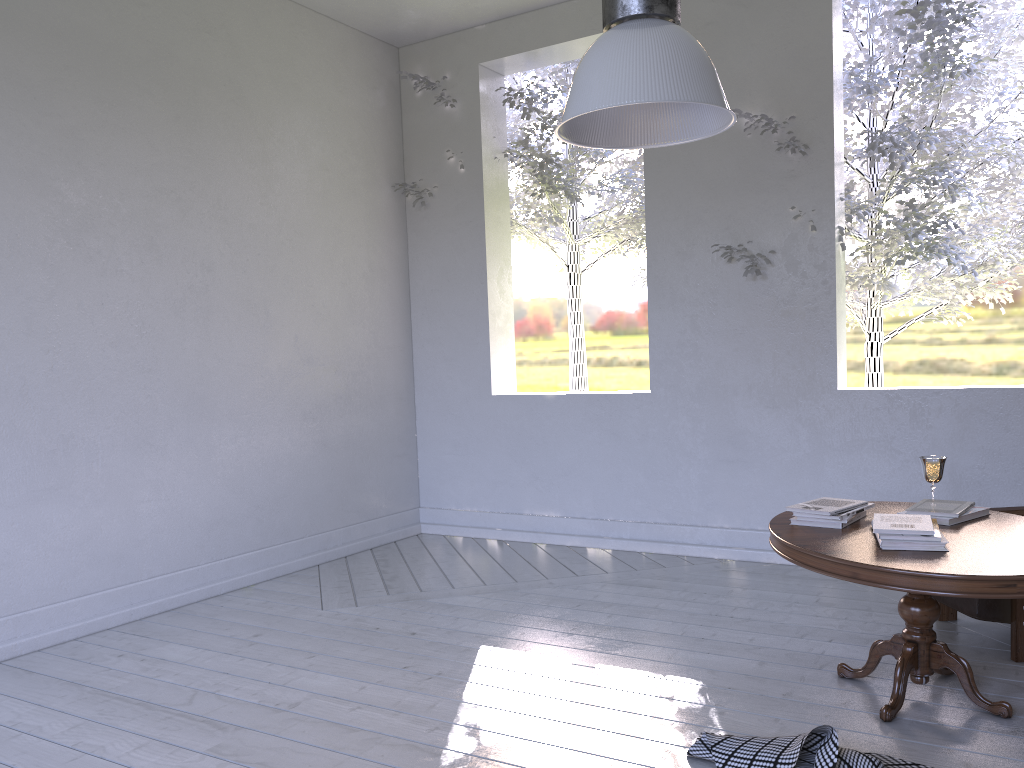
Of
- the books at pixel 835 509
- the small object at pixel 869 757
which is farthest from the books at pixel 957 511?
the small object at pixel 869 757

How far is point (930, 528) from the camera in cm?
209

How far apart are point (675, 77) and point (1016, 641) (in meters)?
1.91

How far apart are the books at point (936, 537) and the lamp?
1.1 meters

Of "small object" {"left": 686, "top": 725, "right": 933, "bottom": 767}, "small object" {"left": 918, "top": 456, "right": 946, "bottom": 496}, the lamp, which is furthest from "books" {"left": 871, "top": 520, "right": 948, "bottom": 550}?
the lamp

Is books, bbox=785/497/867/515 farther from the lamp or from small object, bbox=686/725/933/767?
the lamp

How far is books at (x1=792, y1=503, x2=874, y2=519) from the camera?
2.3m

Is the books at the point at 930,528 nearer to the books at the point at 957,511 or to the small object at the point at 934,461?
the books at the point at 957,511

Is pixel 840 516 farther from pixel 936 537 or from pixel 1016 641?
pixel 1016 641

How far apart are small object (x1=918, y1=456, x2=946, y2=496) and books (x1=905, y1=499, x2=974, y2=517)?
0.1 meters
